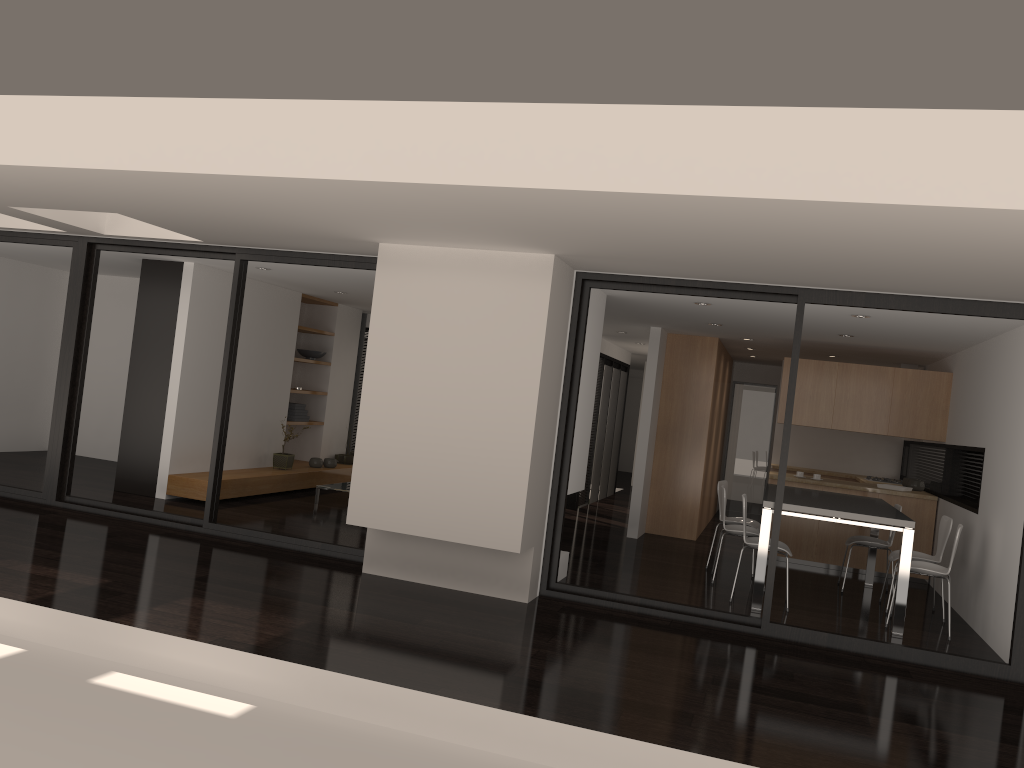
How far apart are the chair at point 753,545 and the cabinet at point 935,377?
2.53m

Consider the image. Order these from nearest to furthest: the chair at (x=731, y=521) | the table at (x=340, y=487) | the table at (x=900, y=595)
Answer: the table at (x=900, y=595) → the chair at (x=731, y=521) → the table at (x=340, y=487)

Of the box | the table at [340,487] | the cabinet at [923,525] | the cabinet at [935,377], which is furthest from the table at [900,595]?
the box

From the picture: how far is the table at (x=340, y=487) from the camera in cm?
990

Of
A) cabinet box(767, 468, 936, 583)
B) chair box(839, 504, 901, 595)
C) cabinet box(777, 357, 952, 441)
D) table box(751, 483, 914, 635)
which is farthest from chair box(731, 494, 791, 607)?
cabinet box(777, 357, 952, 441)

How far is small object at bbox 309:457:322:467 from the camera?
11.16m

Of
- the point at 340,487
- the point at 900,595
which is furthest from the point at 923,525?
the point at 340,487

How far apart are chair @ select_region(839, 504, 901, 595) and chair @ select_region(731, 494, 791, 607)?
1.2m

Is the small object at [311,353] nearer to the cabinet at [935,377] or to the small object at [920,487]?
the cabinet at [935,377]

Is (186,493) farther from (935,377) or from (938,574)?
(935,377)
